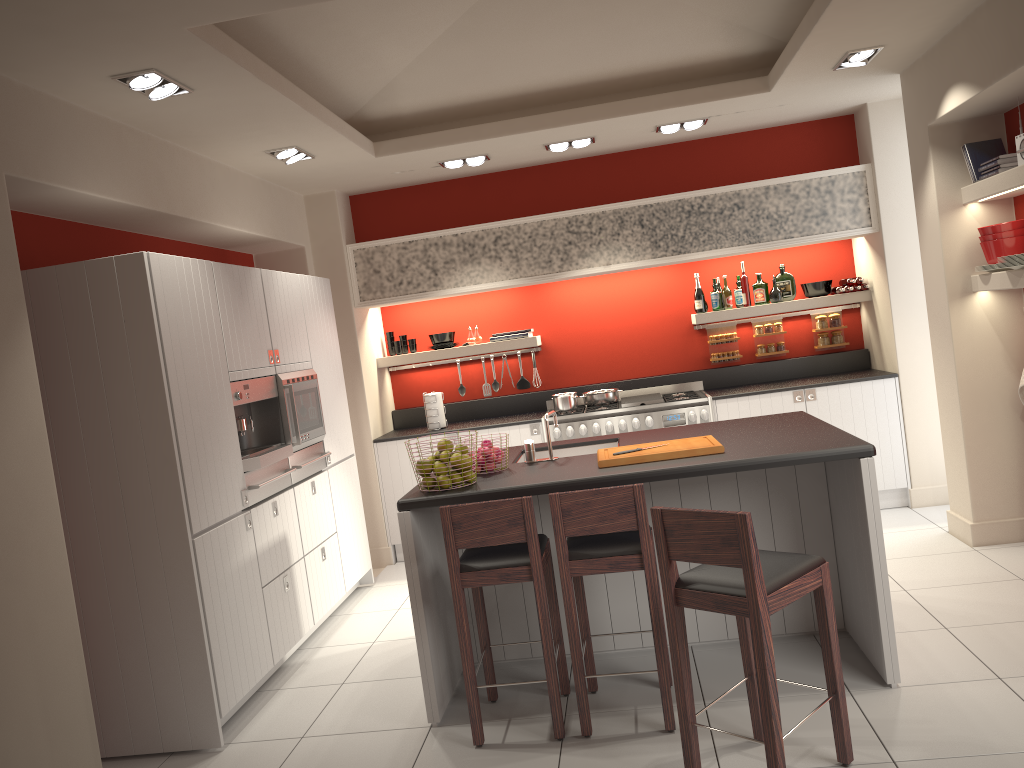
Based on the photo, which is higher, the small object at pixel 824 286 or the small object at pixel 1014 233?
the small object at pixel 1014 233

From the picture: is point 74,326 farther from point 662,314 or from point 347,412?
point 662,314

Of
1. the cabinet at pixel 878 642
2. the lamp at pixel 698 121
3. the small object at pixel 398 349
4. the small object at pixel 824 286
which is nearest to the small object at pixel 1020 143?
the cabinet at pixel 878 642

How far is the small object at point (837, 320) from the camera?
7.2m

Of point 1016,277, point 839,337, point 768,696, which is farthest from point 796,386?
point 768,696

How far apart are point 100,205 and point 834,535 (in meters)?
3.95

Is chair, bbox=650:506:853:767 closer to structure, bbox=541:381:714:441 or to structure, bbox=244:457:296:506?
structure, bbox=244:457:296:506

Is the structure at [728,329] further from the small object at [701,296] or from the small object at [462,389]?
the small object at [462,389]

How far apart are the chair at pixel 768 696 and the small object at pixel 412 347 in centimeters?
465cm

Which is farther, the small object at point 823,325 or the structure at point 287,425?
the small object at point 823,325
